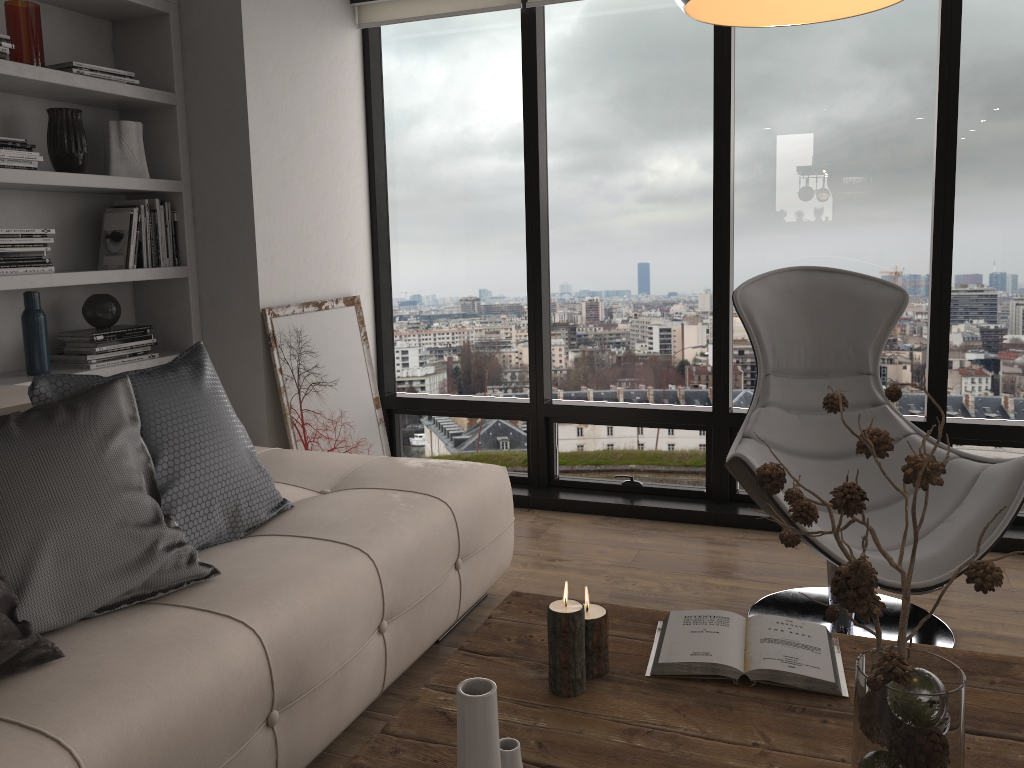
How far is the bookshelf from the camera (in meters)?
2.98

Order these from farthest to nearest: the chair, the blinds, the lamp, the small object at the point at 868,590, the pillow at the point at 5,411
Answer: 1. the blinds
2. the chair
3. the pillow at the point at 5,411
4. the lamp
5. the small object at the point at 868,590

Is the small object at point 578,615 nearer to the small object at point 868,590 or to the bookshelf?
the small object at point 868,590

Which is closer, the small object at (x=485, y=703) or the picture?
the small object at (x=485, y=703)

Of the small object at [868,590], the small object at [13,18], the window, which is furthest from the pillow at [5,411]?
the window

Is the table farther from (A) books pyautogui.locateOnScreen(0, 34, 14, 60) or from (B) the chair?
(A) books pyautogui.locateOnScreen(0, 34, 14, 60)

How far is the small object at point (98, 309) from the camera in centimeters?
328cm

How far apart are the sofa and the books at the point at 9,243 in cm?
58

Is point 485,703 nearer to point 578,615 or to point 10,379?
point 578,615

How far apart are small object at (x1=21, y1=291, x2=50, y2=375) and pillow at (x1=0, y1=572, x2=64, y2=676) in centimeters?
160cm
